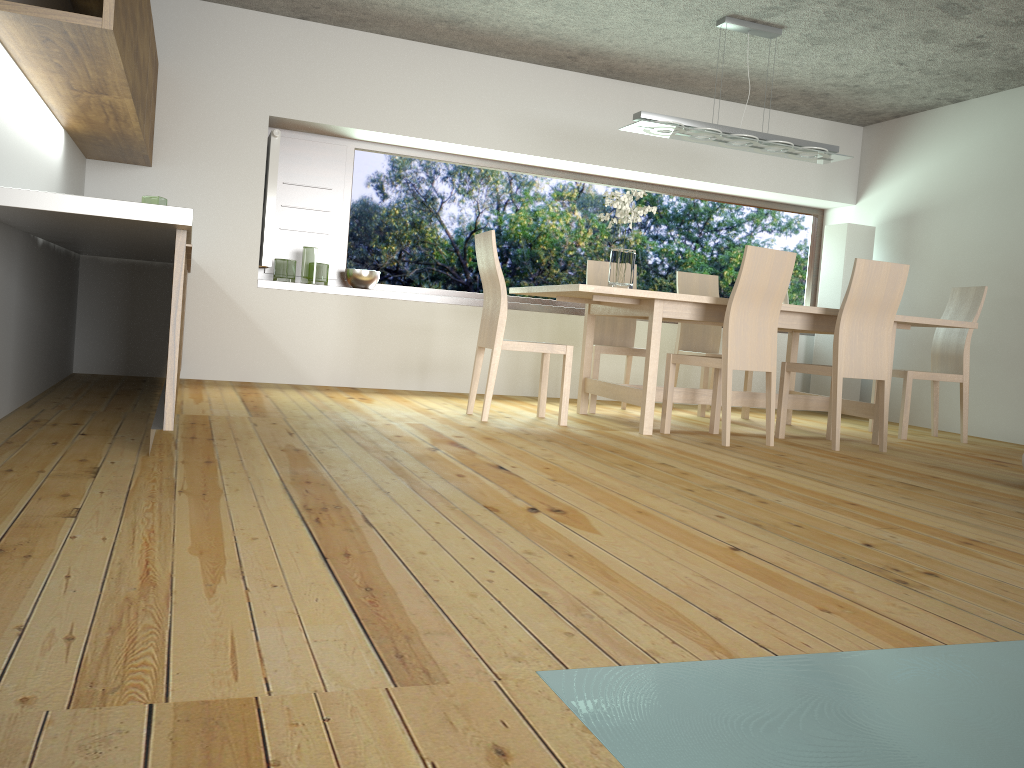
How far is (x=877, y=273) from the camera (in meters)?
4.66

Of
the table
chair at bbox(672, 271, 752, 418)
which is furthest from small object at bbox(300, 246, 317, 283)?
chair at bbox(672, 271, 752, 418)

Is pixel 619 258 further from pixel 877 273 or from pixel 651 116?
pixel 877 273

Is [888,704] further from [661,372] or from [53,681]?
[661,372]

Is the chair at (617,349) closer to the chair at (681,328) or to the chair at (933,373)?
the chair at (681,328)

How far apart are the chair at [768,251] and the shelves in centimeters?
190cm

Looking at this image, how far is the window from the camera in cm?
661

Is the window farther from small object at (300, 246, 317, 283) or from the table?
the table

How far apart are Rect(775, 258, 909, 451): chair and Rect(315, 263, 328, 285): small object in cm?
318

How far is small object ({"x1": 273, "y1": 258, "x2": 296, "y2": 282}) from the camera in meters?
6.1 m
